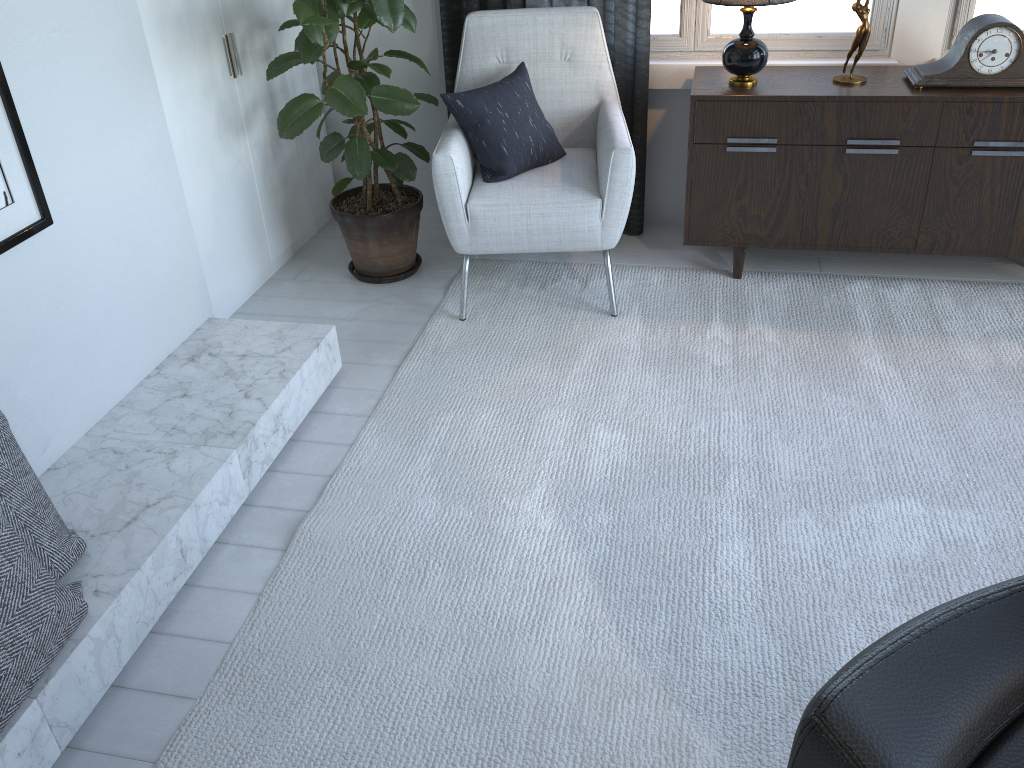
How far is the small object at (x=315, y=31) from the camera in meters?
2.4 m

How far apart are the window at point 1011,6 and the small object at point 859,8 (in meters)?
0.44

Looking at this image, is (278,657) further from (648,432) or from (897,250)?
(897,250)

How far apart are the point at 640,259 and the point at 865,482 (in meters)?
1.32

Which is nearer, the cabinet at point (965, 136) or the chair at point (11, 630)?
the chair at point (11, 630)

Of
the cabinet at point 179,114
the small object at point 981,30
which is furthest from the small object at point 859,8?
the cabinet at point 179,114

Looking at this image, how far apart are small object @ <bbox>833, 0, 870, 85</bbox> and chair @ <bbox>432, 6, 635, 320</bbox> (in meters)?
0.64

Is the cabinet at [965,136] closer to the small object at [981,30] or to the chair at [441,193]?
the small object at [981,30]

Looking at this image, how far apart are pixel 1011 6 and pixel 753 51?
0.89m

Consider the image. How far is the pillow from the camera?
2.6m
